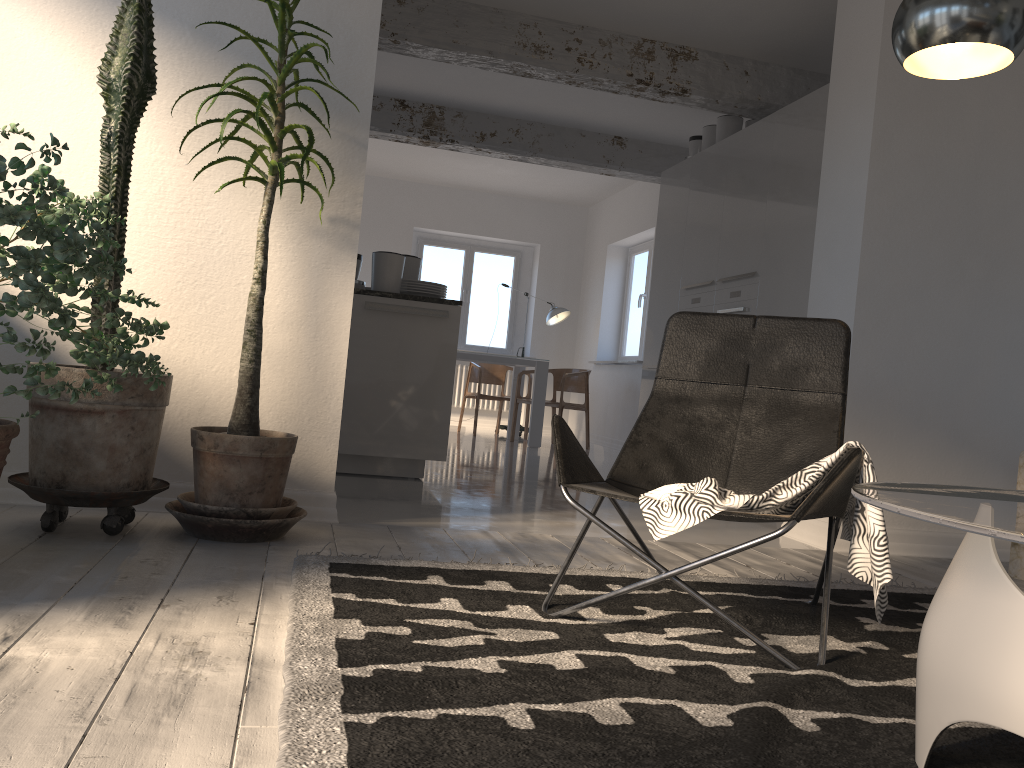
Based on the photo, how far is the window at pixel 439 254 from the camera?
11.2 meters

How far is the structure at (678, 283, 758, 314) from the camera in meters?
5.5

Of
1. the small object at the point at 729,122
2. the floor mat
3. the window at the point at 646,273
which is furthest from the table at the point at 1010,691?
the window at the point at 646,273

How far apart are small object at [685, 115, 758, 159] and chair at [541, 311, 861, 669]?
4.22m

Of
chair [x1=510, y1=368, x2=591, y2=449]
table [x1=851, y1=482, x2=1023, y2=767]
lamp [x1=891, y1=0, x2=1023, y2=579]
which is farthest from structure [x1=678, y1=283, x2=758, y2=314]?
table [x1=851, y1=482, x2=1023, y2=767]

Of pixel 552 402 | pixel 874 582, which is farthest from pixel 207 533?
pixel 552 402

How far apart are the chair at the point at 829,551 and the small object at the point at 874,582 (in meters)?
0.01

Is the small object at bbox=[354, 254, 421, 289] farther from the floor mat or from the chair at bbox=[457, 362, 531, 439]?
the chair at bbox=[457, 362, 531, 439]

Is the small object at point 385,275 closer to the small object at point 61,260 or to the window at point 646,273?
the small object at point 61,260

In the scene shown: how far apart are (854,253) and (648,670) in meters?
2.6 m
